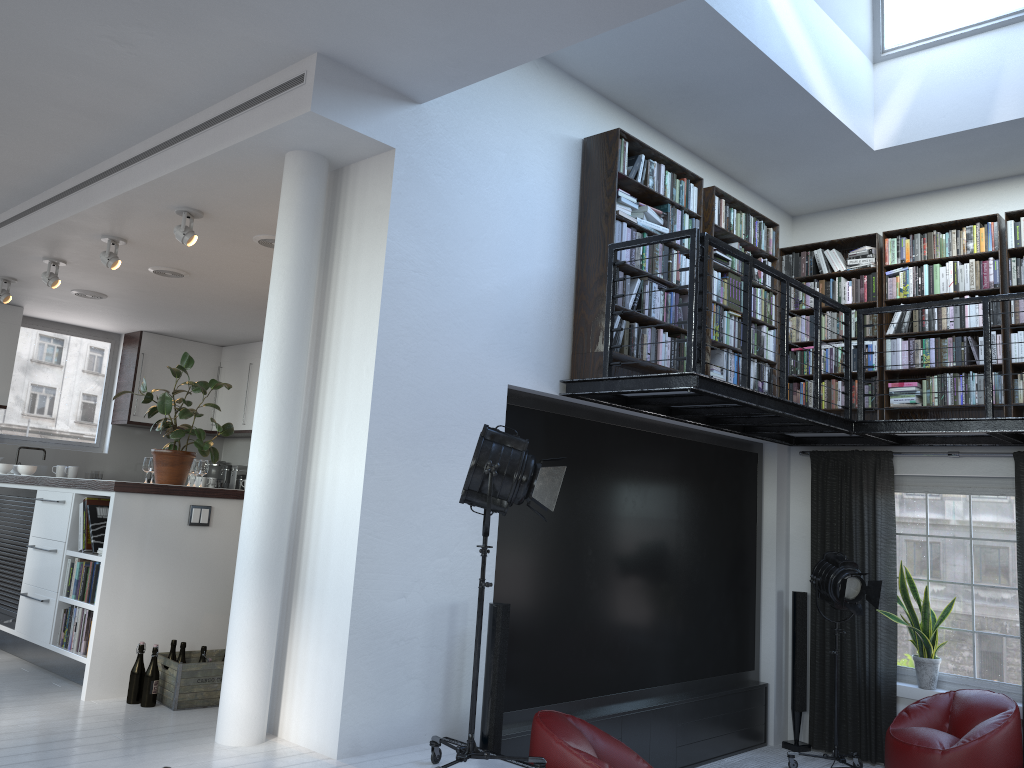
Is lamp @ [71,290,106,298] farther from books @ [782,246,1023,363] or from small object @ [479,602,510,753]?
books @ [782,246,1023,363]

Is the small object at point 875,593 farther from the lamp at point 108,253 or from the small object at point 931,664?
the lamp at point 108,253

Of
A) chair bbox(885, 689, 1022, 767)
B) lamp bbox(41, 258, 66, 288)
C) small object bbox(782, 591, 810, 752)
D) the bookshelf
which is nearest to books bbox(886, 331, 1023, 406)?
the bookshelf

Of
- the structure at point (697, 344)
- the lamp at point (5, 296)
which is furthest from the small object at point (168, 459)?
the lamp at point (5, 296)

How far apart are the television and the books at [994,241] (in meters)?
1.63

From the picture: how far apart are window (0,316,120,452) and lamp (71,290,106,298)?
2.0 meters

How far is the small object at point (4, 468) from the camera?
7.57m

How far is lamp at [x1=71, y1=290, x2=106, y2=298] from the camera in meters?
8.6

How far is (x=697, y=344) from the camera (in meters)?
4.98

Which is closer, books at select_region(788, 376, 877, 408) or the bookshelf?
the bookshelf
